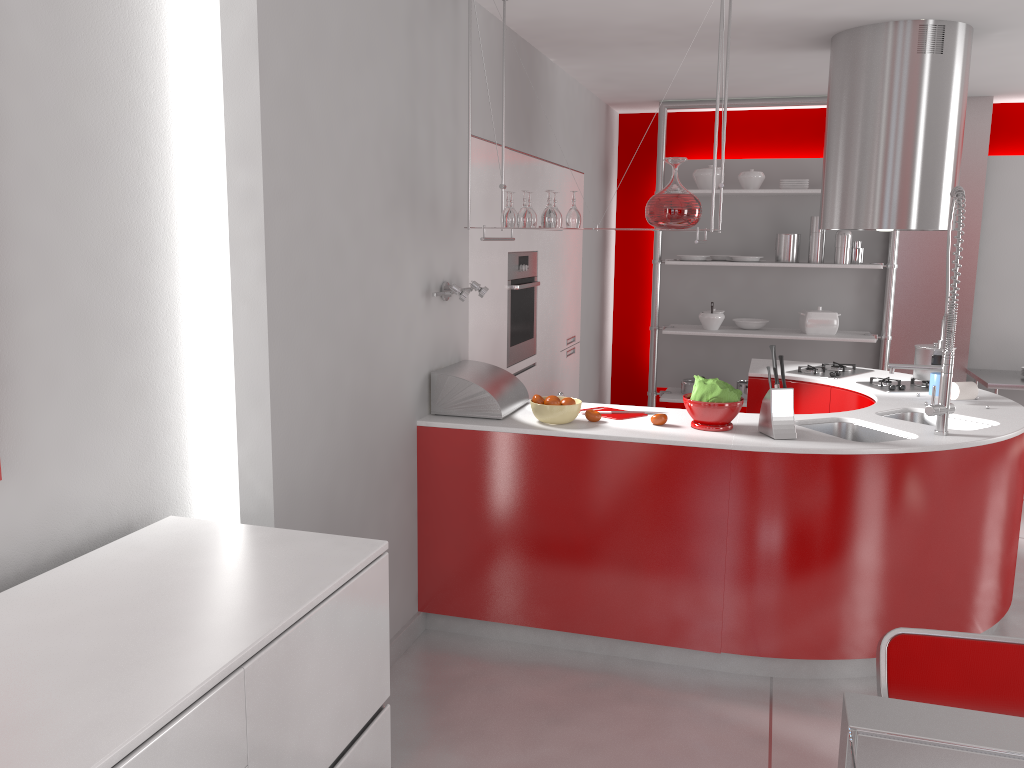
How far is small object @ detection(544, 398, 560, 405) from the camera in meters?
3.4 m

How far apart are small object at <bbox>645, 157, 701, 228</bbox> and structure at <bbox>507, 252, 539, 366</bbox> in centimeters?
134cm

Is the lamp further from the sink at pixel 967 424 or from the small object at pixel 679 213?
the sink at pixel 967 424

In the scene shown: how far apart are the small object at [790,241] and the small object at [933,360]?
2.1 meters

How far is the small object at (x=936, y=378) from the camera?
4.0 meters

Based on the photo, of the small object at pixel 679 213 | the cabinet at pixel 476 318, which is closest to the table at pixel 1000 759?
the small object at pixel 679 213

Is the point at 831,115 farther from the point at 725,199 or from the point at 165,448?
the point at 165,448

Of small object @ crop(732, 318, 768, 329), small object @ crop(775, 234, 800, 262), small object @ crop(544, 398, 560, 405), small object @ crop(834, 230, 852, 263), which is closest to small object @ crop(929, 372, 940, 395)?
small object @ crop(544, 398, 560, 405)

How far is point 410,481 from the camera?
3.45m

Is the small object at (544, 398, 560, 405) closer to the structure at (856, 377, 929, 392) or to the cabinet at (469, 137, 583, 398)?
the cabinet at (469, 137, 583, 398)
